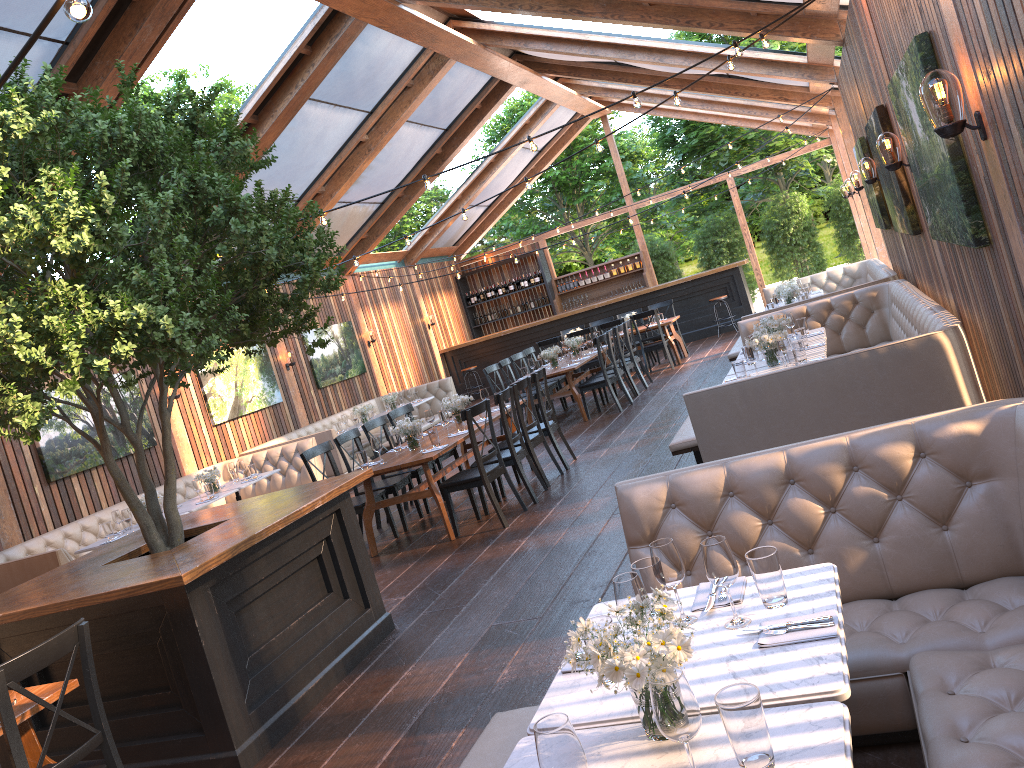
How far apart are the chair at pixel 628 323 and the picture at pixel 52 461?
6.8 meters

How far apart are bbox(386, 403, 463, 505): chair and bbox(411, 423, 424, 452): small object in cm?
160

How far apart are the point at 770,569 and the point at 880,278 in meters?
8.5 m

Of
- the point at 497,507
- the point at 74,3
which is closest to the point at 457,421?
the point at 497,507

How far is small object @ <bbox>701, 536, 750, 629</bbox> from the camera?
2.5m

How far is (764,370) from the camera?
6.8 meters

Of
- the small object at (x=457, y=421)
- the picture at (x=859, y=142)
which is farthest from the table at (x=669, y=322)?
the small object at (x=457, y=421)

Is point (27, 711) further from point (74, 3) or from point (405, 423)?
point (405, 423)

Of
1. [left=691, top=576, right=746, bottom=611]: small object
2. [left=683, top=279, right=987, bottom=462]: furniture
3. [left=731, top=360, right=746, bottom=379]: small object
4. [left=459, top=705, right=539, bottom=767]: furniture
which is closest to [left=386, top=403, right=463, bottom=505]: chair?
[left=683, top=279, right=987, bottom=462]: furniture

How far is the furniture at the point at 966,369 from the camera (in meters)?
5.13
